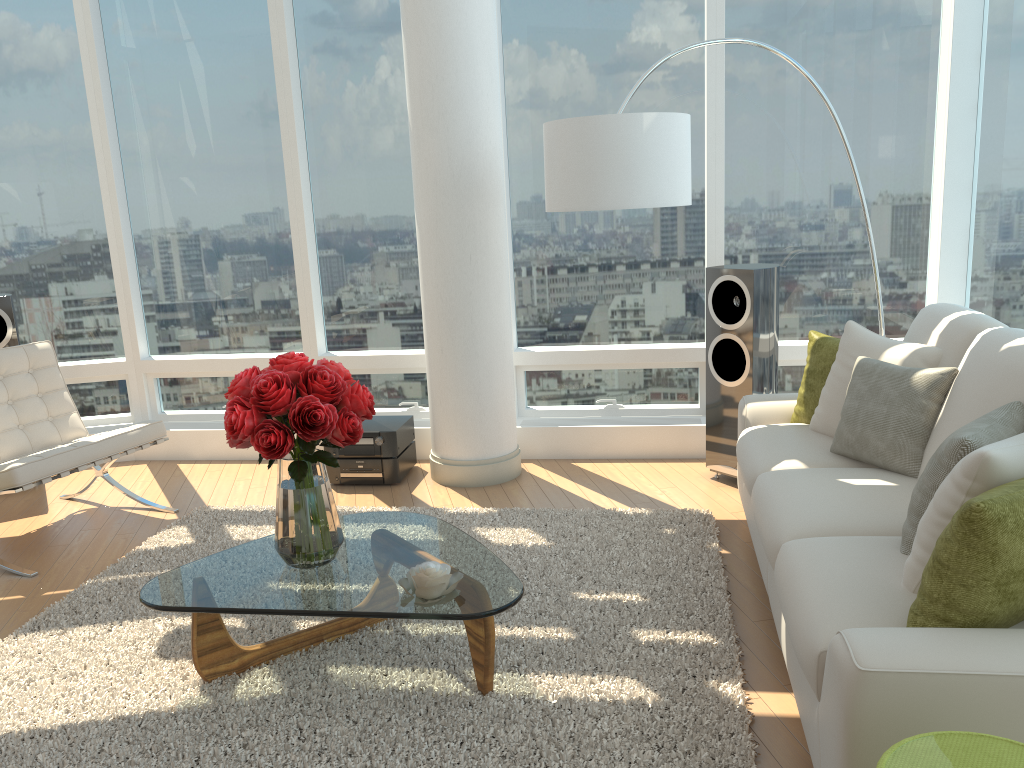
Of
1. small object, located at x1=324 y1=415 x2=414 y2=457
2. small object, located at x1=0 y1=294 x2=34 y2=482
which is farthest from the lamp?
small object, located at x1=0 y1=294 x2=34 y2=482

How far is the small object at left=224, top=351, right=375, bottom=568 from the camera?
2.7m

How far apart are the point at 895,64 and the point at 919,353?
2.40m

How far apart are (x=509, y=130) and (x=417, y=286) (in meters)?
1.13

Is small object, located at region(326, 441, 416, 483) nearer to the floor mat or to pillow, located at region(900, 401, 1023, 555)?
the floor mat

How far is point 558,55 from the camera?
5.27m

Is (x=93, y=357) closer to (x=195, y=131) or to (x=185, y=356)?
(x=185, y=356)

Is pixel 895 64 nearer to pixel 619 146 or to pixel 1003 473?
pixel 619 146

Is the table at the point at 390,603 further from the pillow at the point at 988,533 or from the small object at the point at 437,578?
the pillow at the point at 988,533

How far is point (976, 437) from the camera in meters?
2.3
